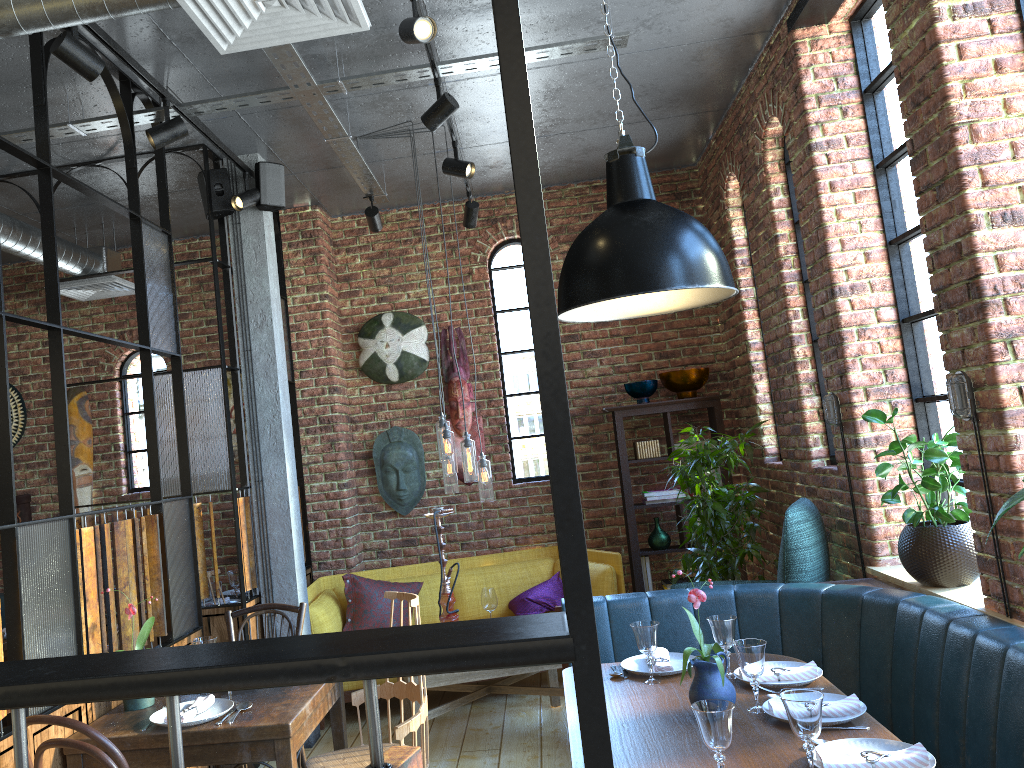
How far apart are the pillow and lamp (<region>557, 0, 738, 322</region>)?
3.2m

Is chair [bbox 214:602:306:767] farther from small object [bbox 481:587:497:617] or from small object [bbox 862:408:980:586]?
small object [bbox 862:408:980:586]

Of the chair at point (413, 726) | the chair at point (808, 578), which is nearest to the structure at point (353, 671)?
the chair at point (413, 726)

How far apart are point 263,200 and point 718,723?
3.7m

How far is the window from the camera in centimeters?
377cm

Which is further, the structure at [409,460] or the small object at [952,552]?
the structure at [409,460]

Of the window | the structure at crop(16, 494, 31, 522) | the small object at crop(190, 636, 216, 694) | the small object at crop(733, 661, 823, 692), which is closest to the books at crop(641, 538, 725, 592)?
the window

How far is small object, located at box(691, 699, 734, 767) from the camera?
2.06m

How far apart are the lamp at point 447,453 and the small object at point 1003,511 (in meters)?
2.83

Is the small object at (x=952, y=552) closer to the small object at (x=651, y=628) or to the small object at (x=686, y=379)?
the small object at (x=651, y=628)
